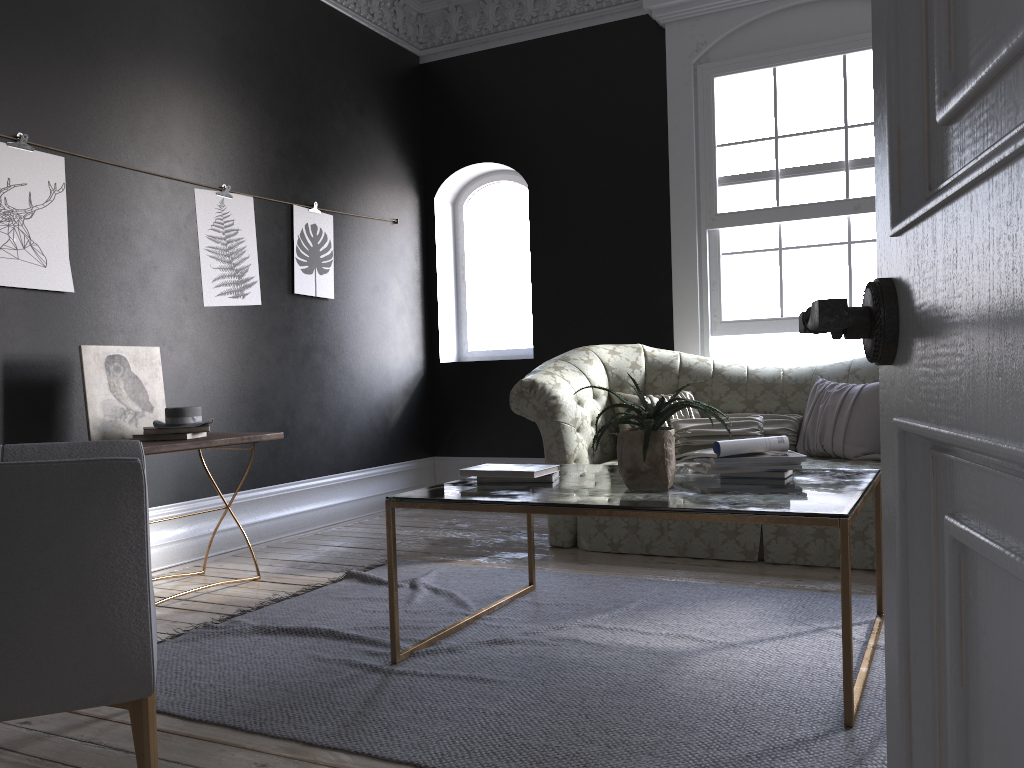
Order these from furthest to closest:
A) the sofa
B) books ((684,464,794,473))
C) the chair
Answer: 1. the sofa
2. books ((684,464,794,473))
3. the chair

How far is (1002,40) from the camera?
0.5 meters

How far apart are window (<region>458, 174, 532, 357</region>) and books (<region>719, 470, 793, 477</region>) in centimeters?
407cm

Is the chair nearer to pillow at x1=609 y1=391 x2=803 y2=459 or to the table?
the table

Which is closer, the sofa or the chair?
the chair

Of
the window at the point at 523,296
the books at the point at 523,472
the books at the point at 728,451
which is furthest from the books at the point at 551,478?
the window at the point at 523,296

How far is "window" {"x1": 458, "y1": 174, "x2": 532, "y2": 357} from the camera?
7.13m

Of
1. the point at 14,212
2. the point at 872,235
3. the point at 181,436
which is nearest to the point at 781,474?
the point at 181,436

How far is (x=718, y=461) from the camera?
3.1 meters

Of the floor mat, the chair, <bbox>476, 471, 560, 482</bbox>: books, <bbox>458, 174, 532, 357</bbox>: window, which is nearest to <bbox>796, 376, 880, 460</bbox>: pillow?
the floor mat
